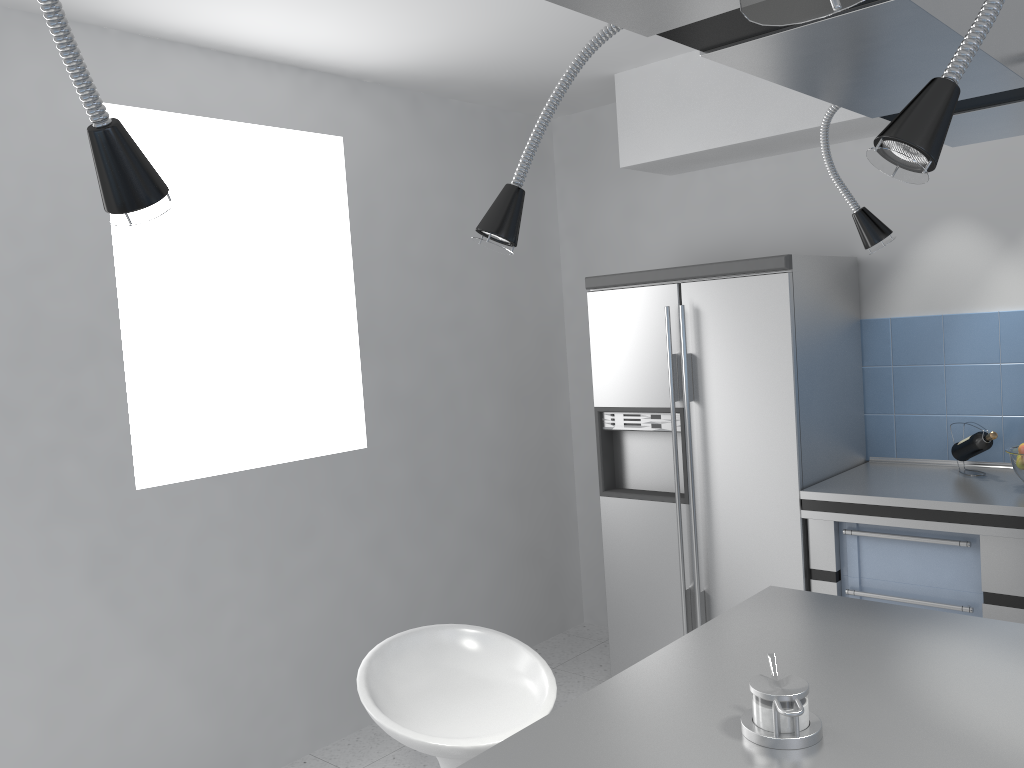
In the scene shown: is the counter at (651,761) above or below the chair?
above

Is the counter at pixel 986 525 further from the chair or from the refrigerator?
the chair

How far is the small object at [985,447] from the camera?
3.2m

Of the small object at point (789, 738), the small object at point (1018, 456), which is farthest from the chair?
the small object at point (1018, 456)

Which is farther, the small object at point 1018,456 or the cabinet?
the small object at point 1018,456

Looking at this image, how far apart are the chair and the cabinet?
1.5m

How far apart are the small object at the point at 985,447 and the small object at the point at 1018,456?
0.1m

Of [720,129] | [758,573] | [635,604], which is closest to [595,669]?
[635,604]

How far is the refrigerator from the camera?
3.3m

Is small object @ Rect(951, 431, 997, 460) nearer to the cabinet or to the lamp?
the cabinet
